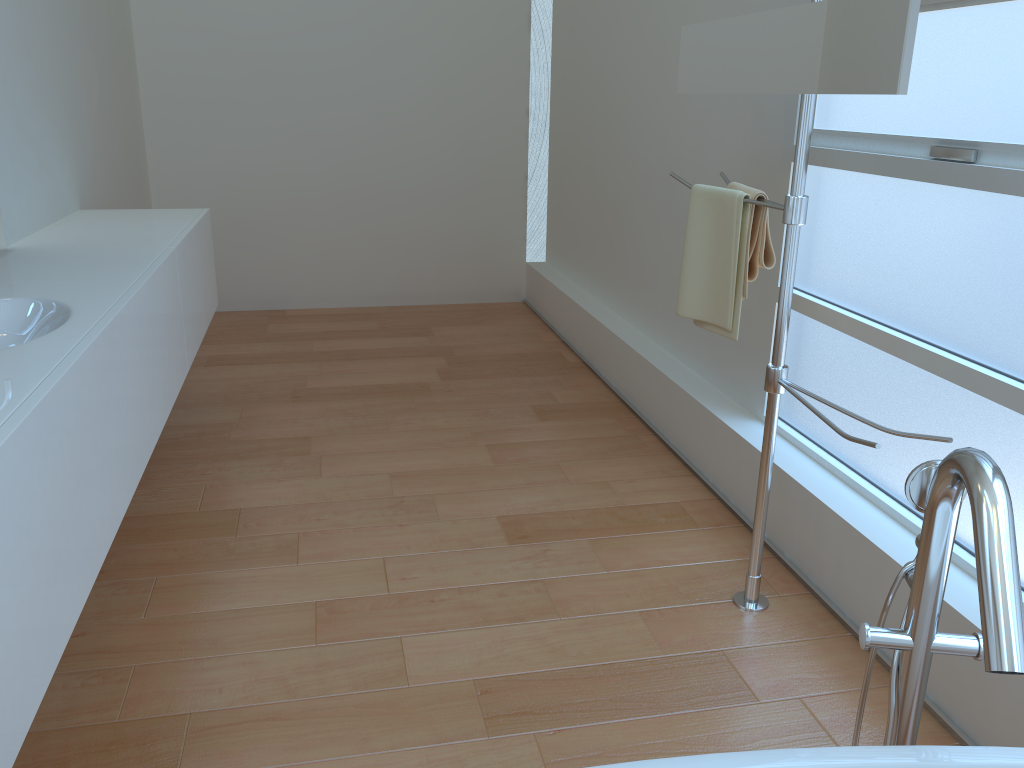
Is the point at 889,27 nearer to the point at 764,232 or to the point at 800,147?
the point at 800,147

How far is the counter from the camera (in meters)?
1.18

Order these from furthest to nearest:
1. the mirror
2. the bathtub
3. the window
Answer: the window, the mirror, the bathtub

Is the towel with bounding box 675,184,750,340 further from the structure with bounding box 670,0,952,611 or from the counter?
the counter

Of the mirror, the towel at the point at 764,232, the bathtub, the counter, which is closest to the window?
the towel at the point at 764,232

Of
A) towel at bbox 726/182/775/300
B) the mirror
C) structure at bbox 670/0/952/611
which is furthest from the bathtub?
towel at bbox 726/182/775/300

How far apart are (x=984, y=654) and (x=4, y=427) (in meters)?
1.21

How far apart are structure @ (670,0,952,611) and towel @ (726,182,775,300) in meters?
0.0 m

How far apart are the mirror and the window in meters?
0.4

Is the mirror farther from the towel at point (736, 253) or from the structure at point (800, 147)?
the towel at point (736, 253)
